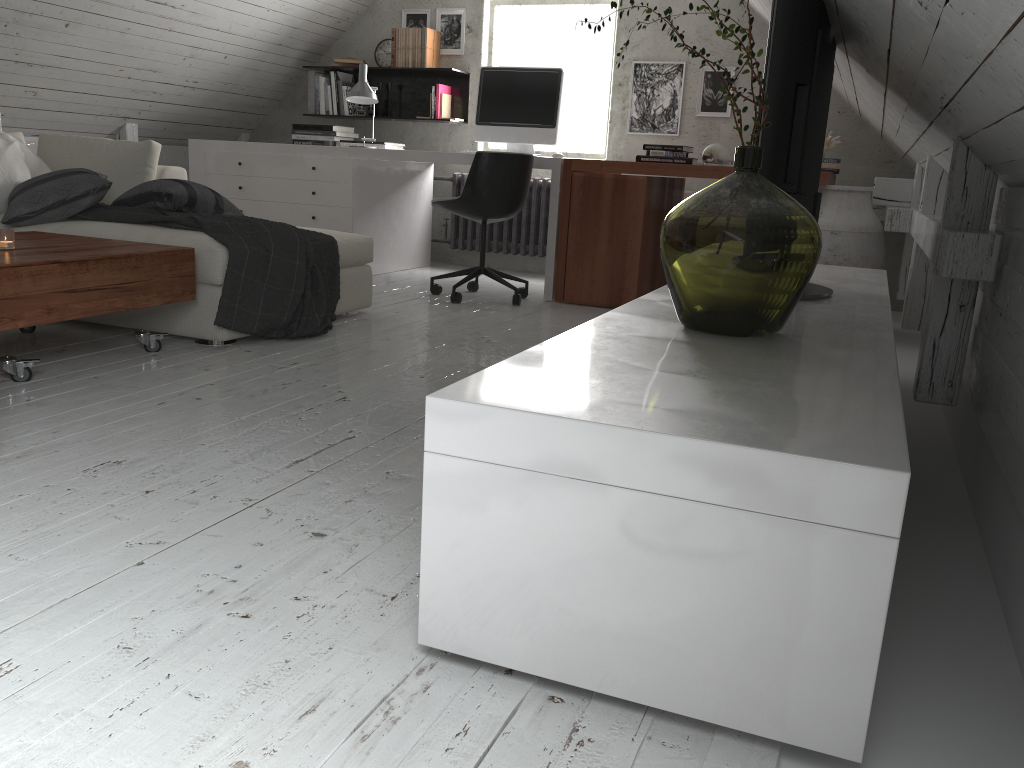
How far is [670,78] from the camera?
5.49m

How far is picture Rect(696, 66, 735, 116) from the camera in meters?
5.4

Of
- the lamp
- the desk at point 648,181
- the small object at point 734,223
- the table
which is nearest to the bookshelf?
the lamp

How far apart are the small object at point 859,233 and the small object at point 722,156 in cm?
83

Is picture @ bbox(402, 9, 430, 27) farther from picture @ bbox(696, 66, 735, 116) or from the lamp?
picture @ bbox(696, 66, 735, 116)

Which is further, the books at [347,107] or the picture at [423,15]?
the books at [347,107]

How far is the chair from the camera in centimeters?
435cm

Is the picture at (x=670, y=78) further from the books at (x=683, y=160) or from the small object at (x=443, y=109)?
the small object at (x=443, y=109)

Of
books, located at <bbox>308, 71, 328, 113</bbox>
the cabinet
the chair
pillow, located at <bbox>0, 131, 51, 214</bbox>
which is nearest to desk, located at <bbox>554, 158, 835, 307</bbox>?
the chair

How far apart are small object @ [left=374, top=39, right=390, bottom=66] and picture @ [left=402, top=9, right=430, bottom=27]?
0.2 meters
